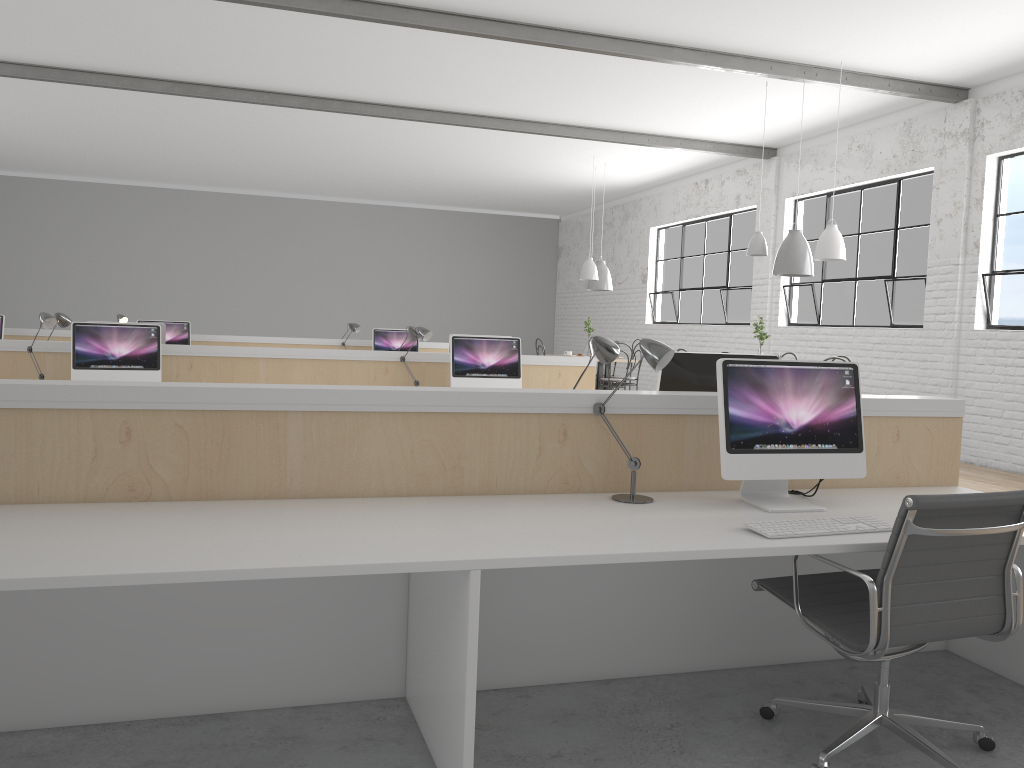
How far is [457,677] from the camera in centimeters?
168cm

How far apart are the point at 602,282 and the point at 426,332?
4.3m

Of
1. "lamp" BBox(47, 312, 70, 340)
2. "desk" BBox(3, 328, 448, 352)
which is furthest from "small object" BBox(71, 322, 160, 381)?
"desk" BBox(3, 328, 448, 352)

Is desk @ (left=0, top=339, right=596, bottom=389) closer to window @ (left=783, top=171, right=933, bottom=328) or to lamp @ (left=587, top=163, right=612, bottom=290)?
window @ (left=783, top=171, right=933, bottom=328)

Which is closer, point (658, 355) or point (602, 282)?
point (658, 355)

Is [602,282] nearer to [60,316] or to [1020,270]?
[1020,270]

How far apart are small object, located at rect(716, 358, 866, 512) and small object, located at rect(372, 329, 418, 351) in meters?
5.7 m

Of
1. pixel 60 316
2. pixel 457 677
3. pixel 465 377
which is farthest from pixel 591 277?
pixel 457 677

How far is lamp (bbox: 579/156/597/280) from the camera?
8.60m

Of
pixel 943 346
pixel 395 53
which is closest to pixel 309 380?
pixel 395 53
